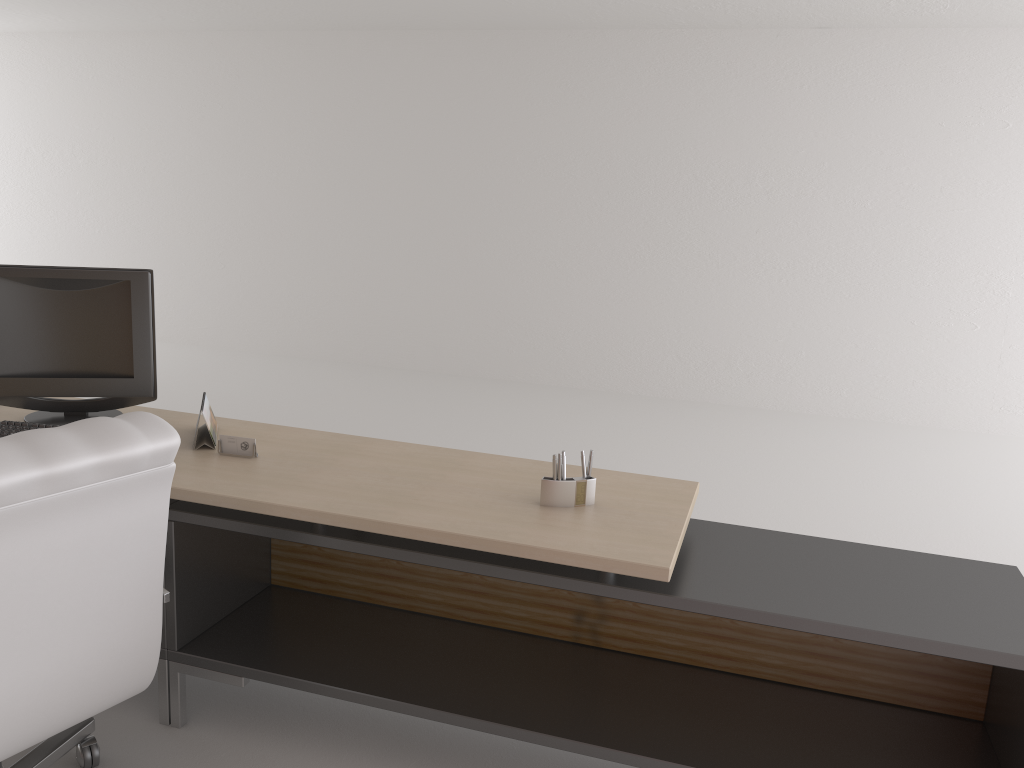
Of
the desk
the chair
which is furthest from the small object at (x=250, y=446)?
the chair

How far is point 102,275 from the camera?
4.3m

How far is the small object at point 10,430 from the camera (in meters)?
4.04

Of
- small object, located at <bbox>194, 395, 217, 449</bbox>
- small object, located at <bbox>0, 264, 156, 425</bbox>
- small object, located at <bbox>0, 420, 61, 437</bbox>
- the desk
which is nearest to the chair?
the desk

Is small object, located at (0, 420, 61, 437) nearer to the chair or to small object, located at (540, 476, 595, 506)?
the chair

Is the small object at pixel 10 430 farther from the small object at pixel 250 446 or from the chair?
the chair

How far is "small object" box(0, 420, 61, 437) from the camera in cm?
404

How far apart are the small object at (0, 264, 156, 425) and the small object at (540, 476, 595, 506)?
2.1 meters

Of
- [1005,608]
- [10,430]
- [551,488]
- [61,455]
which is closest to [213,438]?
[10,430]

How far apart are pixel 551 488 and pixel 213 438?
1.64m
